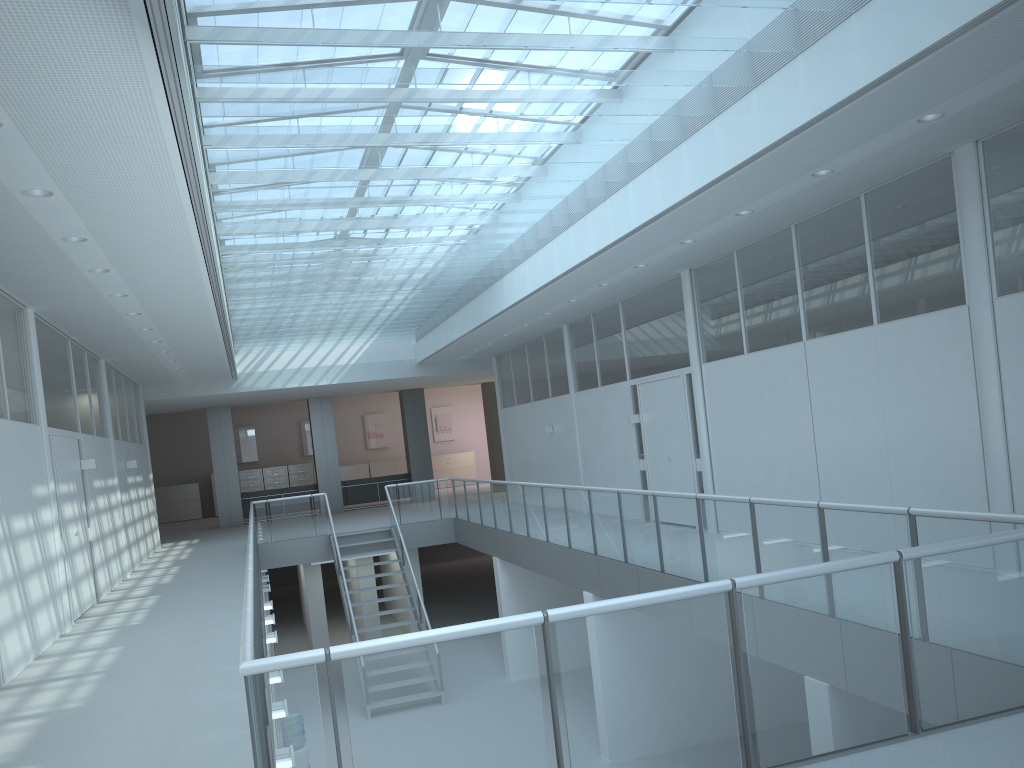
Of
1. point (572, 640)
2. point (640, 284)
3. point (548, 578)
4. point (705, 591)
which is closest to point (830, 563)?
point (705, 591)

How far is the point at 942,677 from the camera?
3.52m

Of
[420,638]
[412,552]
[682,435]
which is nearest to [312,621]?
[412,552]

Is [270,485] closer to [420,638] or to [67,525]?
[67,525]

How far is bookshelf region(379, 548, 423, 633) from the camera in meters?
16.9

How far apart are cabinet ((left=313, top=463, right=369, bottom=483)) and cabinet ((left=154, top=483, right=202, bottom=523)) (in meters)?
4.13

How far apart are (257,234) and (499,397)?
10.4m

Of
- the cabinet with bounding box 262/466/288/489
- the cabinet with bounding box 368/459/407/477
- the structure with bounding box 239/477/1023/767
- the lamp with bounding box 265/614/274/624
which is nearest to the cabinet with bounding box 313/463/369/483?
the cabinet with bounding box 368/459/407/477

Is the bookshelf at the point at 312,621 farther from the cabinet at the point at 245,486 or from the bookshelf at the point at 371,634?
the cabinet at the point at 245,486

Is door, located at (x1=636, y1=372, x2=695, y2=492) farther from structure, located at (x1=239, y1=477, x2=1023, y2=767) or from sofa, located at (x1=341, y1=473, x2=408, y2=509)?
sofa, located at (x1=341, y1=473, x2=408, y2=509)
